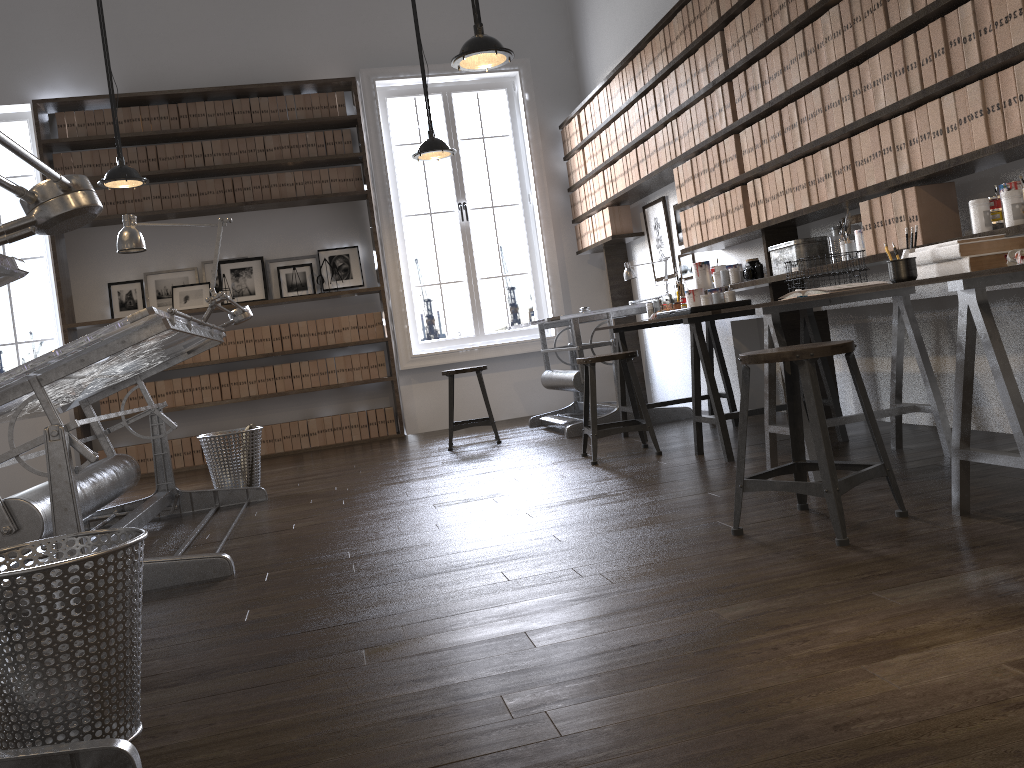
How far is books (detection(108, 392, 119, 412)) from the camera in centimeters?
693cm

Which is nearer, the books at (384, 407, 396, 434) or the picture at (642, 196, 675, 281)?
the picture at (642, 196, 675, 281)

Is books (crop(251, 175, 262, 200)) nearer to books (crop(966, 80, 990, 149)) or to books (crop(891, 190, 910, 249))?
books (crop(891, 190, 910, 249))

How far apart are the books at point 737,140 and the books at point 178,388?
4.6 meters

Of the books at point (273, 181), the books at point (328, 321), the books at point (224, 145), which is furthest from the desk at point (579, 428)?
the books at point (224, 145)

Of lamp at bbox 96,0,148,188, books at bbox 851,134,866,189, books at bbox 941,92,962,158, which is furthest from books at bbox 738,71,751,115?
lamp at bbox 96,0,148,188

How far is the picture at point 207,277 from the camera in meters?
7.2 m

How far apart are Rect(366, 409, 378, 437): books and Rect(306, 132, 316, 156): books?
2.17m

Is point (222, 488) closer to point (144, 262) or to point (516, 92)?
point (144, 262)

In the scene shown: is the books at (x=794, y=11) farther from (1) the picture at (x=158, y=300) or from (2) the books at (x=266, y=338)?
(1) the picture at (x=158, y=300)
